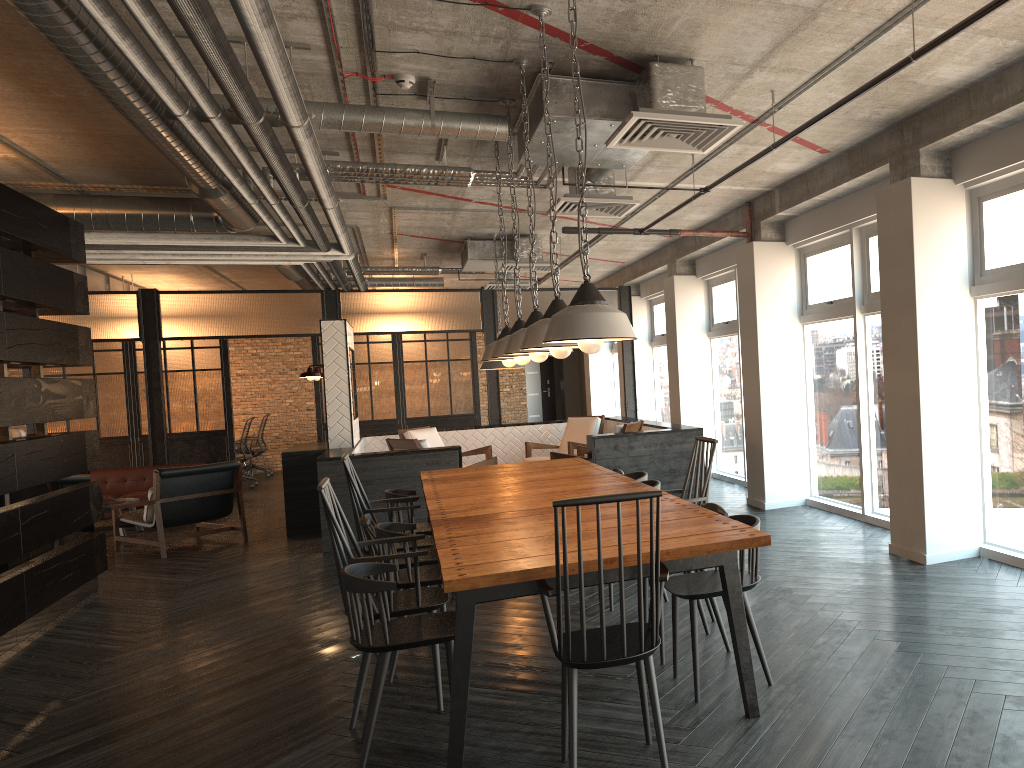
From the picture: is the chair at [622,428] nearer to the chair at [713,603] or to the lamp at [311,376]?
the lamp at [311,376]

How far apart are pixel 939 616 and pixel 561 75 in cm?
345

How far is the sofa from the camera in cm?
1093

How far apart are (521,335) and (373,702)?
2.00m

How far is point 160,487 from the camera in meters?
8.6

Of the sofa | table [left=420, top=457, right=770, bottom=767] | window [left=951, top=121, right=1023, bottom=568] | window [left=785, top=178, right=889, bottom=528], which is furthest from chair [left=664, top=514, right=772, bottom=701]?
the sofa

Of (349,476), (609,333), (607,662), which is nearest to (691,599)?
(607,662)

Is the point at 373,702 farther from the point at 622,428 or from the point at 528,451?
the point at 528,451

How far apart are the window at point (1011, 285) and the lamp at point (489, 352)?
2.9 meters

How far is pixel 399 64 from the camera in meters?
4.7
